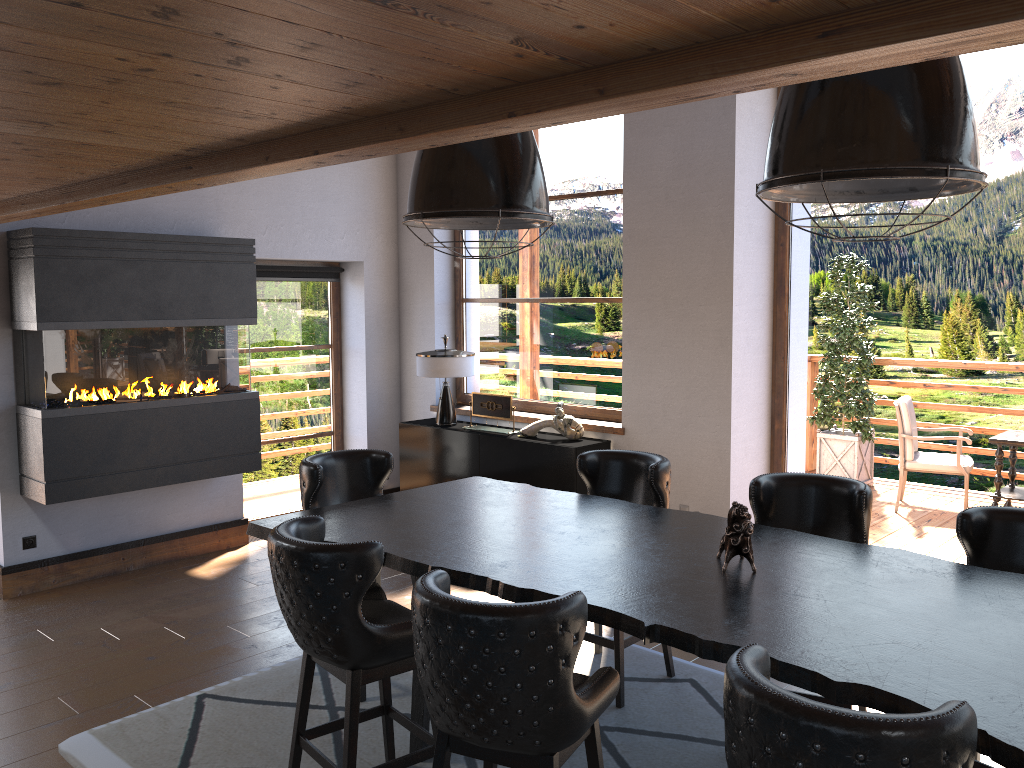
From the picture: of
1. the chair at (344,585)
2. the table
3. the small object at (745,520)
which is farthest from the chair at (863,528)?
the chair at (344,585)

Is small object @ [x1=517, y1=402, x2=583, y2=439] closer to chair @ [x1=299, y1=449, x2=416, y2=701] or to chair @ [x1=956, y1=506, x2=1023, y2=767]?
chair @ [x1=299, y1=449, x2=416, y2=701]

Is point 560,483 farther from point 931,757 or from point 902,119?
point 931,757

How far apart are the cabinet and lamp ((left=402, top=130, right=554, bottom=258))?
2.4m

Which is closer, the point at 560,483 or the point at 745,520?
the point at 745,520

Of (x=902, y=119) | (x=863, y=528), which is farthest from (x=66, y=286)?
(x=902, y=119)

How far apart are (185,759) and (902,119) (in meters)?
3.47

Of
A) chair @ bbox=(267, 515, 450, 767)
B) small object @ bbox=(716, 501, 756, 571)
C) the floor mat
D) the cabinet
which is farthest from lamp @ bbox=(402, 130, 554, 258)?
the cabinet

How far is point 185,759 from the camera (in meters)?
3.60

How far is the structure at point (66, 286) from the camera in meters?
5.4 m
